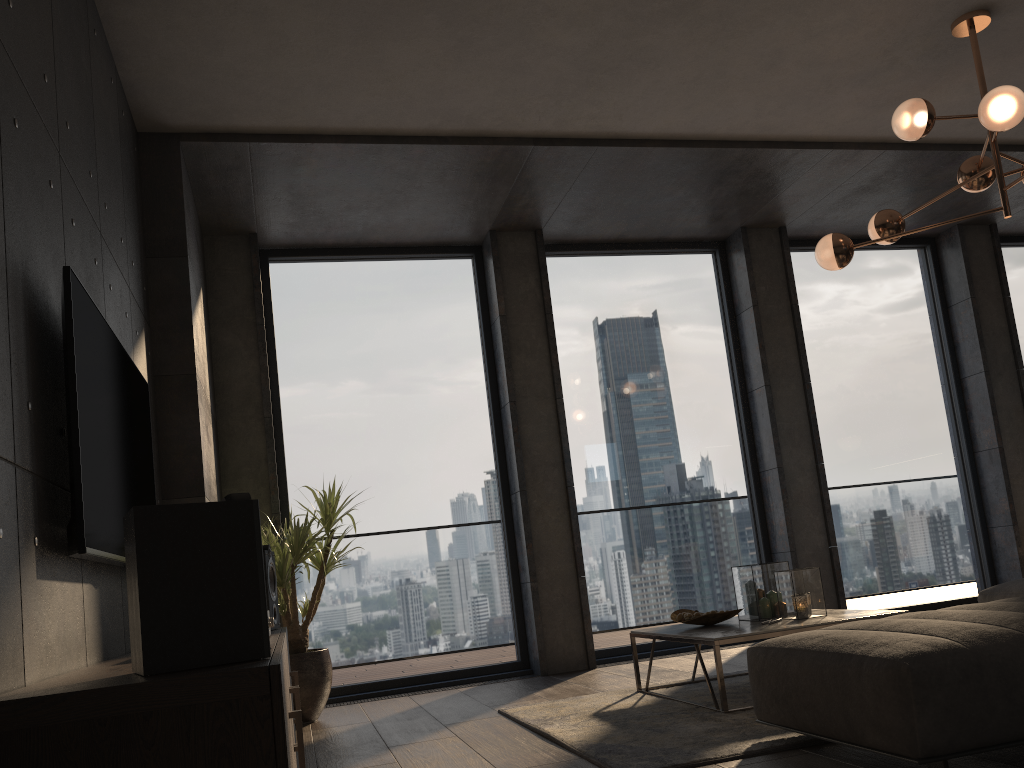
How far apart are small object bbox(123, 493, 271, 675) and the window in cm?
389

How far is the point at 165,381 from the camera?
4.28m

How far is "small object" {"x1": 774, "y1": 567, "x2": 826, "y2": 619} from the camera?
3.91m

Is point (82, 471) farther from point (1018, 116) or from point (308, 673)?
point (1018, 116)

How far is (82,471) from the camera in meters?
2.2

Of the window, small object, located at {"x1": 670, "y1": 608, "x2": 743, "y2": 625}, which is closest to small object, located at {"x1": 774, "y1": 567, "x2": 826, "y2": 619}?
small object, located at {"x1": 670, "y1": 608, "x2": 743, "y2": 625}

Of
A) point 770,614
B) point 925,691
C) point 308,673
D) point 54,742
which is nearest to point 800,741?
point 925,691

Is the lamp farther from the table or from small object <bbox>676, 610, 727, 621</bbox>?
small object <bbox>676, 610, 727, 621</bbox>

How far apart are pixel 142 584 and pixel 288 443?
4.2m

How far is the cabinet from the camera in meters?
1.5
